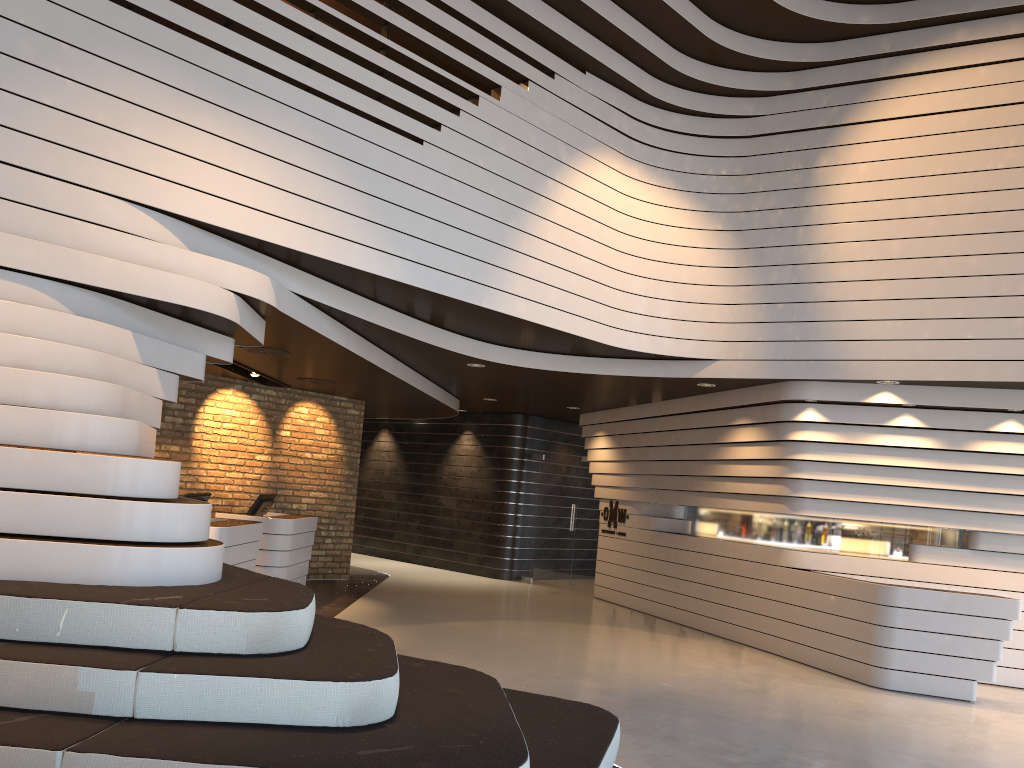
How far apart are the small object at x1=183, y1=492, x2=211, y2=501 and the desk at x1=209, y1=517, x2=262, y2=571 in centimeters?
26cm

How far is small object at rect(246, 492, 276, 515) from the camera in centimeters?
993cm

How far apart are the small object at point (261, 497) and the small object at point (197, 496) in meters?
1.6

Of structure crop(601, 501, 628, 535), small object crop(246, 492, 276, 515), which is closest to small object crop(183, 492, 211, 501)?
small object crop(246, 492, 276, 515)

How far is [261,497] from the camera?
9.9m

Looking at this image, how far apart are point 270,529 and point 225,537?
2.09m

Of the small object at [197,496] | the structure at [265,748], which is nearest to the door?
the small object at [197,496]

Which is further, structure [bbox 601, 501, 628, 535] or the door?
the door

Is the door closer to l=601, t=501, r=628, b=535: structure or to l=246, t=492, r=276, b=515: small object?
l=601, t=501, r=628, b=535: structure

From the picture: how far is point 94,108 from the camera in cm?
495
